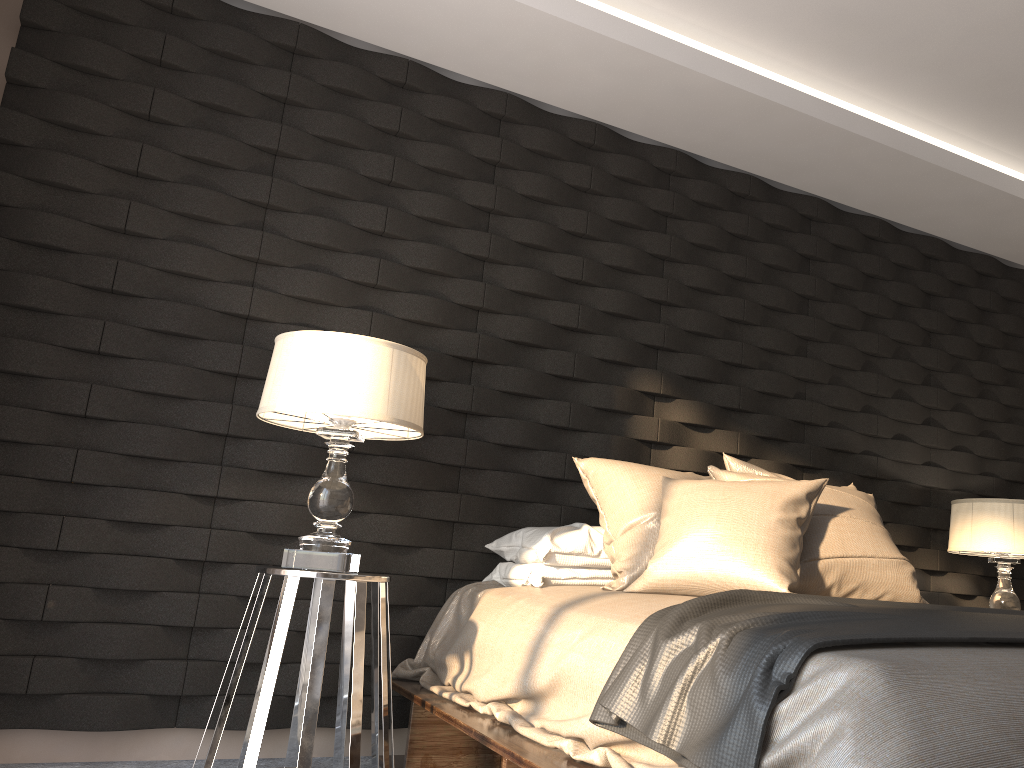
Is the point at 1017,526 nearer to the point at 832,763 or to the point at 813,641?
the point at 813,641

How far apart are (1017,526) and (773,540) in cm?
180

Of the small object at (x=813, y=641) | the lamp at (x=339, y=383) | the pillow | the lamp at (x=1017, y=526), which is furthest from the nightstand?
the lamp at (x=1017, y=526)

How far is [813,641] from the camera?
1.4 meters

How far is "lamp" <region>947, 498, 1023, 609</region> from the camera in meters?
3.6

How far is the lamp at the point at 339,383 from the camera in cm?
240

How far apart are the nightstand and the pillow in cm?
67

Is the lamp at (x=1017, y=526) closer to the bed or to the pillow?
the pillow

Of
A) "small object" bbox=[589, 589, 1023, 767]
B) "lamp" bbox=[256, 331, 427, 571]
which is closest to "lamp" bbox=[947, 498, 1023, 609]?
"small object" bbox=[589, 589, 1023, 767]

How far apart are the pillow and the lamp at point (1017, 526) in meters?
0.8 m
